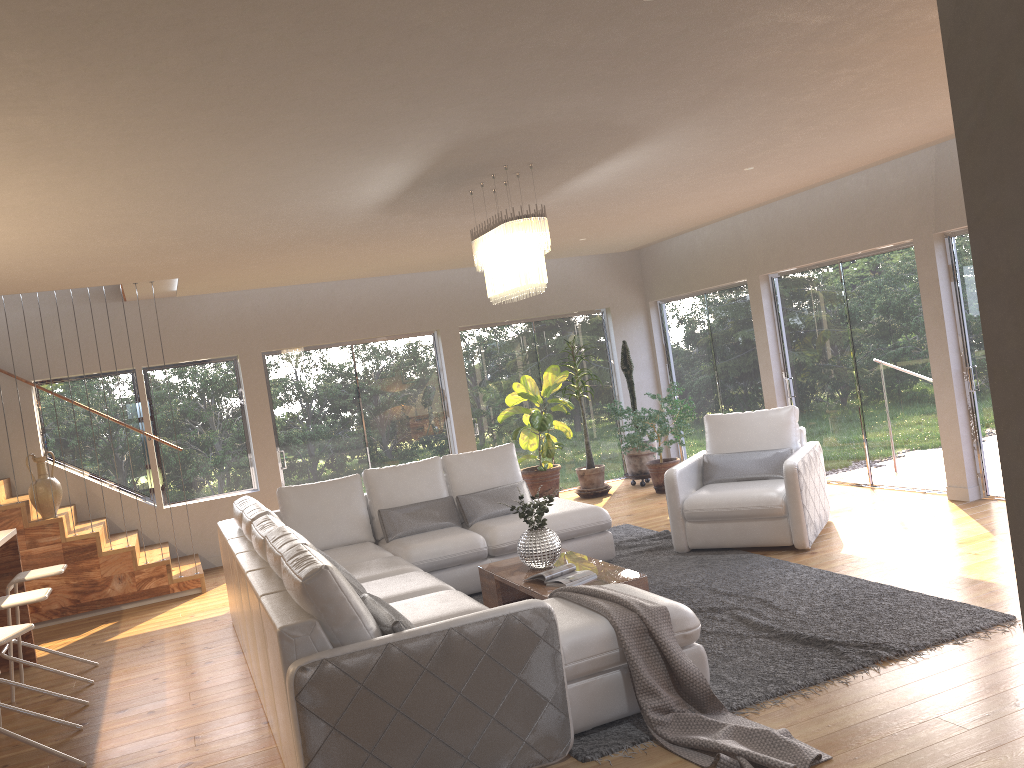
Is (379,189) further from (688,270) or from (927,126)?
(688,270)

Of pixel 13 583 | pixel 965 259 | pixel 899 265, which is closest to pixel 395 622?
pixel 13 583

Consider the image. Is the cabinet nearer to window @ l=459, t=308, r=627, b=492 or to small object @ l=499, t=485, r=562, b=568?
small object @ l=499, t=485, r=562, b=568

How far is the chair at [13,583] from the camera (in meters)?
5.49

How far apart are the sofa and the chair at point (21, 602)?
0.99m

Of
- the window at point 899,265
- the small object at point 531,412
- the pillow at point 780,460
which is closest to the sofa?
the pillow at point 780,460

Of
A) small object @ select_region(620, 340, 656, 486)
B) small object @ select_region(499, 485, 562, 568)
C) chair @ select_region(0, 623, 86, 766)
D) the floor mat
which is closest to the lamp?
small object @ select_region(499, 485, 562, 568)

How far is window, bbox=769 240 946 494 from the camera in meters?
7.5

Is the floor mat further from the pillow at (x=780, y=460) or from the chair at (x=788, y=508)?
the pillow at (x=780, y=460)

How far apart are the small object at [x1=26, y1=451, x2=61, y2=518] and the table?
4.09m
